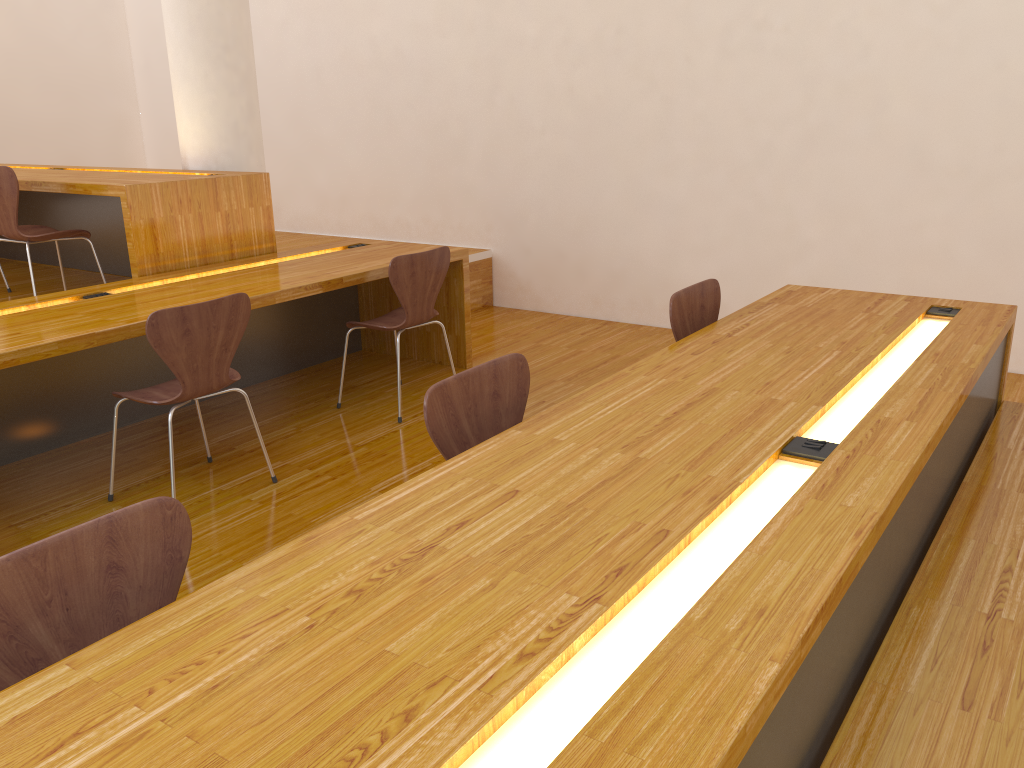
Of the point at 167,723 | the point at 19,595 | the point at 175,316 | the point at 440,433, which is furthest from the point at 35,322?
the point at 167,723

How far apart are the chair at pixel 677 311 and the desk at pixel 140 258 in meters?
2.3

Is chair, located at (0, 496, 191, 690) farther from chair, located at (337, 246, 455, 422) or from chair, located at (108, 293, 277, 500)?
chair, located at (337, 246, 455, 422)

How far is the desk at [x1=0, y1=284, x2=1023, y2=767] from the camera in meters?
1.0 m

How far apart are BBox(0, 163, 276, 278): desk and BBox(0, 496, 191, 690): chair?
2.7 meters

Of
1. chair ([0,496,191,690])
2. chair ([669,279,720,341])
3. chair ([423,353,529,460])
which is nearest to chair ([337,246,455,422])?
chair ([669,279,720,341])

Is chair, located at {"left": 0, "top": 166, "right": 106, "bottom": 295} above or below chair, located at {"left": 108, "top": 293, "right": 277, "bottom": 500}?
above

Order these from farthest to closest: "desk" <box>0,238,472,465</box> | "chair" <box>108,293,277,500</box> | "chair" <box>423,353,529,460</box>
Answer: "desk" <box>0,238,472,465</box>, "chair" <box>108,293,277,500</box>, "chair" <box>423,353,529,460</box>

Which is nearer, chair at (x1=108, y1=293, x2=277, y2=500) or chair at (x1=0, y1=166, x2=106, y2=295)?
chair at (x1=108, y1=293, x2=277, y2=500)

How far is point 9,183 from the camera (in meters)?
3.74
